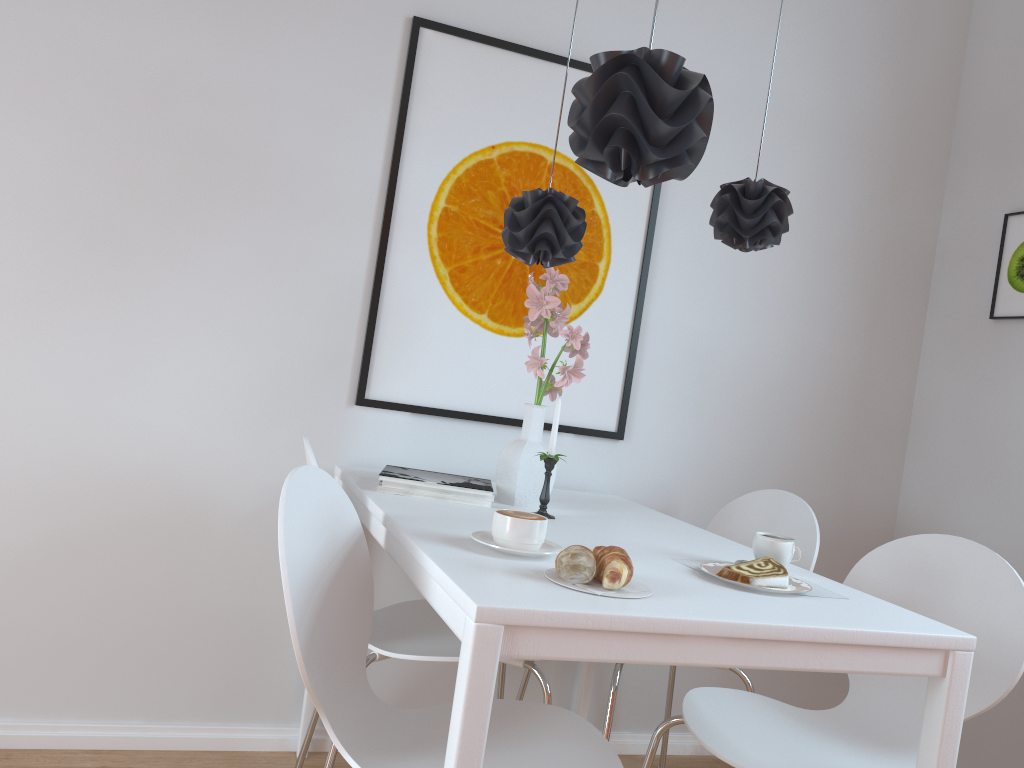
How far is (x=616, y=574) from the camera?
1.3 meters

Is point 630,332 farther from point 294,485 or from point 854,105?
point 294,485

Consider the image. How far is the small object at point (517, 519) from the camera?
1.5m

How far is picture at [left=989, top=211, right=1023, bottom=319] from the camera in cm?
265

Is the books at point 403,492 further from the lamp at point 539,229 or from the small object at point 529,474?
the lamp at point 539,229

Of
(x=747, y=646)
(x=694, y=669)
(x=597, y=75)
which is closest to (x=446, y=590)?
(x=747, y=646)

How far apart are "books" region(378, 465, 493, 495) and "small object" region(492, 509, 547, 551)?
0.45m

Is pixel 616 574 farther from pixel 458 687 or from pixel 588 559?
pixel 458 687

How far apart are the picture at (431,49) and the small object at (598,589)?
1.12m

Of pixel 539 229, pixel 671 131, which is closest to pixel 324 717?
pixel 539 229
